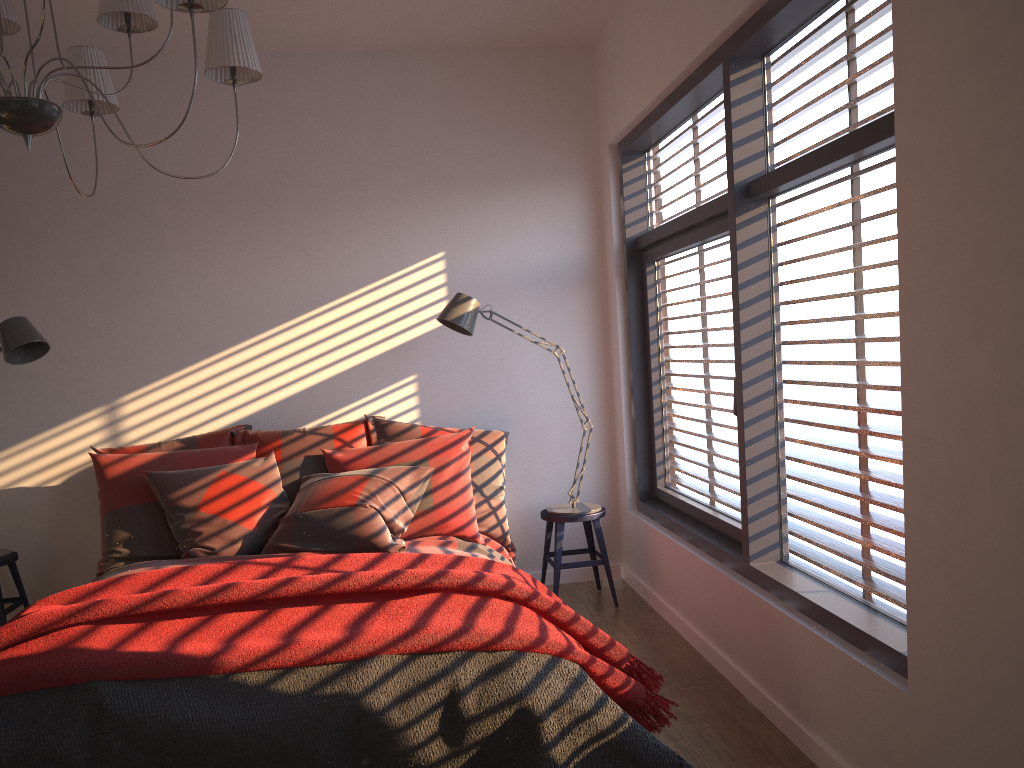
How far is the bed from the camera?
3.59m

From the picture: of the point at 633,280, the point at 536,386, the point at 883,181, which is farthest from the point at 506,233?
the point at 883,181

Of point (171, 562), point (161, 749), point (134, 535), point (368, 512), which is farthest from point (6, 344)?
point (161, 749)

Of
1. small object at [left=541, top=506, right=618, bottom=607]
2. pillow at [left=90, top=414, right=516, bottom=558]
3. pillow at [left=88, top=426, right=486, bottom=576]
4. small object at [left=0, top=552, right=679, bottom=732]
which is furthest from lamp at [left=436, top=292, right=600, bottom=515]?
small object at [left=0, top=552, right=679, bottom=732]

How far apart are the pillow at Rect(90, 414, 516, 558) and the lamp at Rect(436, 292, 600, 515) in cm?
25

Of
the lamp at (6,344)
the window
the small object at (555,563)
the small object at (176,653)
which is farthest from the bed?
the lamp at (6,344)

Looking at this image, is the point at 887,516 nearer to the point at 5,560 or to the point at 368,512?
the point at 368,512

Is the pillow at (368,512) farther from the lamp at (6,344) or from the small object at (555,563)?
the lamp at (6,344)

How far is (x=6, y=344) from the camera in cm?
386

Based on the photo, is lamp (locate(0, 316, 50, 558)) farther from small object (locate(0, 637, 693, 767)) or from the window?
the window
